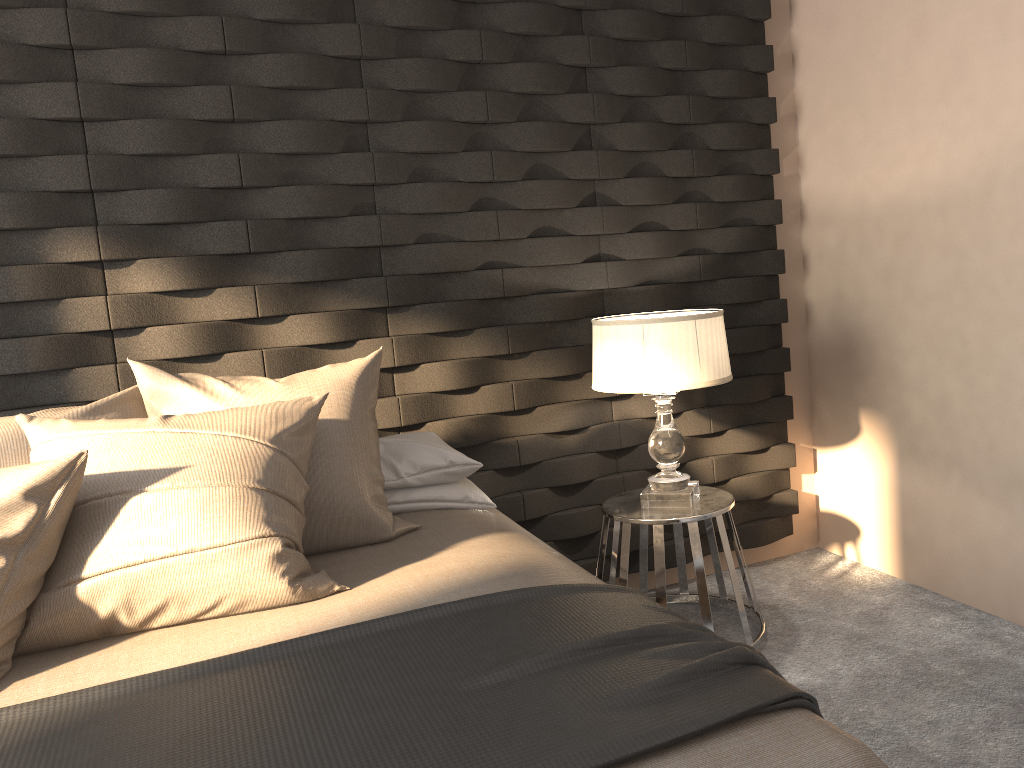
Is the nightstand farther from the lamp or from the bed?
A: the bed

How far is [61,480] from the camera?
1.7m

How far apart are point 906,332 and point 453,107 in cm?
175

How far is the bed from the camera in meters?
1.2

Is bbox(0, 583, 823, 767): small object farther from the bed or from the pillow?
the pillow

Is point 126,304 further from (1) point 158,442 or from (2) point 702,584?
(2) point 702,584

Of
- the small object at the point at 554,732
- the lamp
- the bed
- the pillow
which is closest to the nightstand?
the lamp

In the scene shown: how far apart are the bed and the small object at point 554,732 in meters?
0.0

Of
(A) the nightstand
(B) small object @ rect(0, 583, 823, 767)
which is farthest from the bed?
(A) the nightstand

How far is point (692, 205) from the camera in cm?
329
